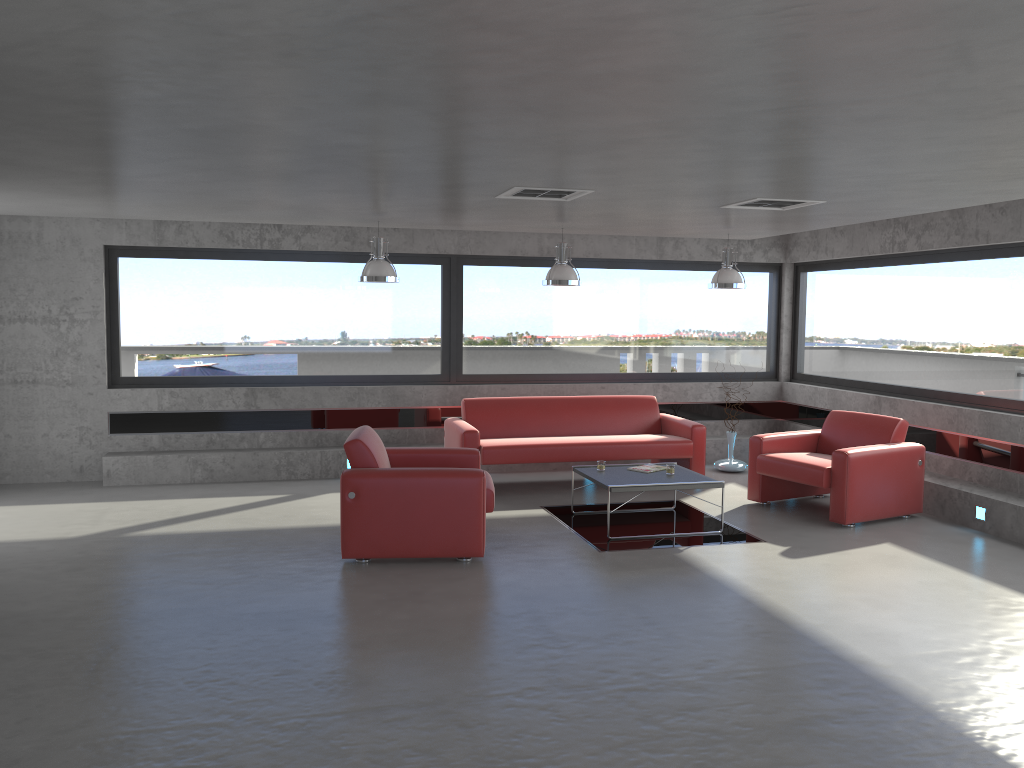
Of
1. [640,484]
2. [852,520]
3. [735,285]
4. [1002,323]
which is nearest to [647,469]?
[640,484]

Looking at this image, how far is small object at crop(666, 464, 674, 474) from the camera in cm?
768

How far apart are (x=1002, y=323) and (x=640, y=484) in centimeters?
376cm

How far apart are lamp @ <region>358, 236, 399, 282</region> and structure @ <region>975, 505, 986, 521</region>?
5.5 meters

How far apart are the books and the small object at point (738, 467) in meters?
2.4

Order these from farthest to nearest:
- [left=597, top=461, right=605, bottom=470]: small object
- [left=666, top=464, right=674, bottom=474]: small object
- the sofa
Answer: the sofa
[left=597, top=461, right=605, bottom=470]: small object
[left=666, top=464, right=674, bottom=474]: small object

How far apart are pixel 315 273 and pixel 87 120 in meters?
5.9 m

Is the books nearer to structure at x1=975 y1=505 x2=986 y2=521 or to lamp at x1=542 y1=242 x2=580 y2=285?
lamp at x1=542 y1=242 x2=580 y2=285

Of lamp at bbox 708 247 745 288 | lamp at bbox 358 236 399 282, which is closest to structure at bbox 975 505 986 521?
lamp at bbox 708 247 745 288

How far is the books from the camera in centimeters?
785cm
